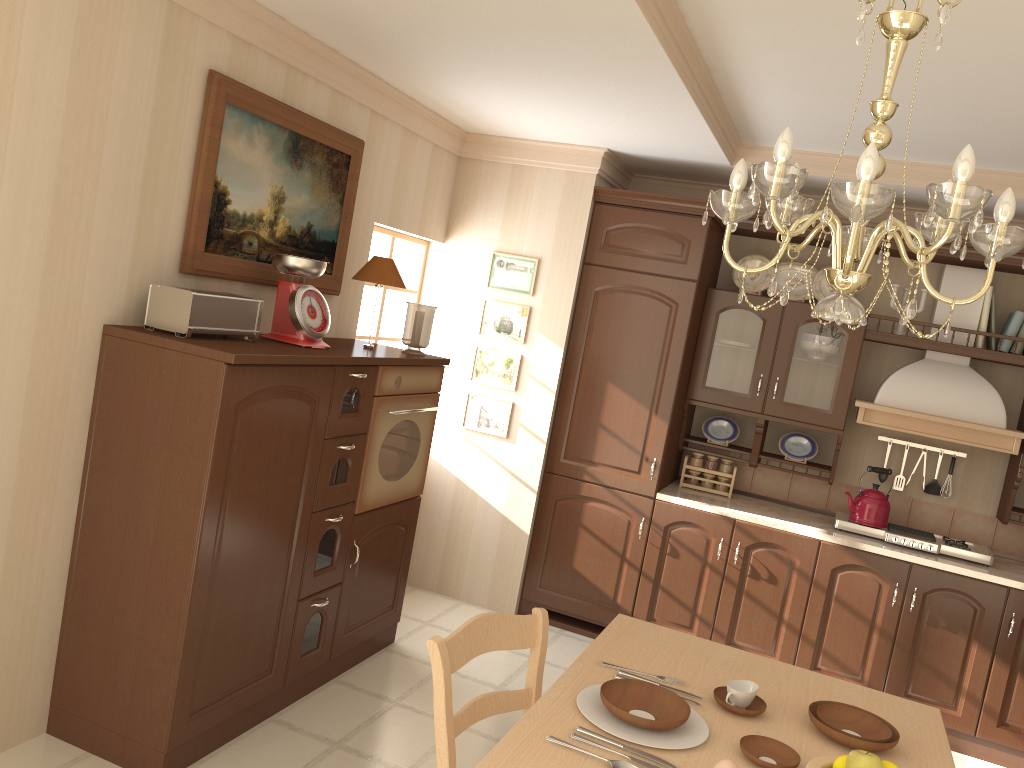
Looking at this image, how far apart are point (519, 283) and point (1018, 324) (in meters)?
2.44

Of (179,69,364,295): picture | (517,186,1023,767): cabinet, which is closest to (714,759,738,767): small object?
(179,69,364,295): picture

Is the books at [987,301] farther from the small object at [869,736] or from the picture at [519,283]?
the small object at [869,736]

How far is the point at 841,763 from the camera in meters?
1.7

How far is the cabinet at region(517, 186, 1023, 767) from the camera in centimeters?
403cm

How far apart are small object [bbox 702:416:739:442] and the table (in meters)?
2.33

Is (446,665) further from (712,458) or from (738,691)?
(712,458)

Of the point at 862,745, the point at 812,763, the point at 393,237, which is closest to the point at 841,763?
the point at 812,763

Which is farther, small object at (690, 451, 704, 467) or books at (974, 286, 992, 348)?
small object at (690, 451, 704, 467)

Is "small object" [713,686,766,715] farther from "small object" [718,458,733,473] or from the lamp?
"small object" [718,458,733,473]
